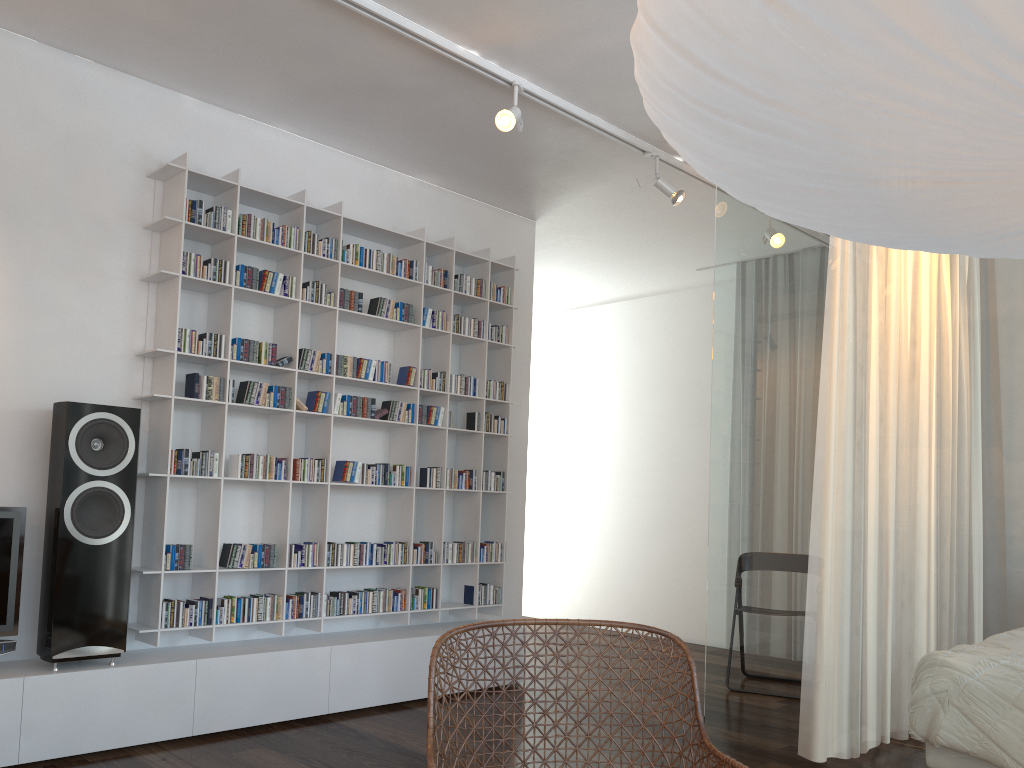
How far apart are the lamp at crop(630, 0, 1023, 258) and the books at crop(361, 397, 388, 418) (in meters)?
3.09

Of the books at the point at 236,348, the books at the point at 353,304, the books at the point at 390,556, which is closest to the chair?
the books at the point at 236,348

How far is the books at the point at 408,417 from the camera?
4.6 meters

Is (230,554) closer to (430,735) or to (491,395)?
(491,395)

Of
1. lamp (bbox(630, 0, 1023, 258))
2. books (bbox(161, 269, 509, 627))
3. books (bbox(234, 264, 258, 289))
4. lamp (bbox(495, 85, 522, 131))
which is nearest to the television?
books (bbox(161, 269, 509, 627))

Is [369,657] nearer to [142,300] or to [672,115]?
[142,300]

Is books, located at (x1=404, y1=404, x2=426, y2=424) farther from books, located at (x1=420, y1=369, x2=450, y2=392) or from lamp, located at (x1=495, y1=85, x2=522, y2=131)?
lamp, located at (x1=495, y1=85, x2=522, y2=131)

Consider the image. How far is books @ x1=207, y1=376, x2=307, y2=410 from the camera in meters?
A: 3.8

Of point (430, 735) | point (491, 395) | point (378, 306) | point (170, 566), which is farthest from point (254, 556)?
point (430, 735)

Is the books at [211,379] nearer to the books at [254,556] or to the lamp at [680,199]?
the books at [254,556]
